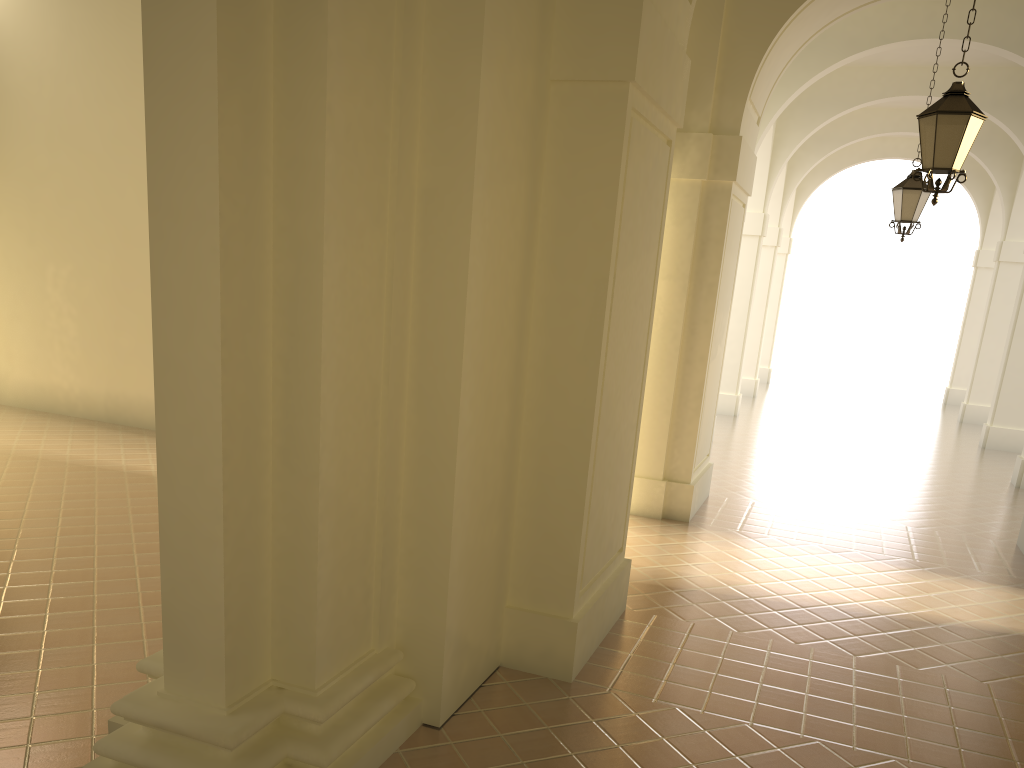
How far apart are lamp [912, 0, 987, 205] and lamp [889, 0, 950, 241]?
4.8m

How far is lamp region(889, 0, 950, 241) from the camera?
11.6m

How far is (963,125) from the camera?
6.87m

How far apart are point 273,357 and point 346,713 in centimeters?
178cm

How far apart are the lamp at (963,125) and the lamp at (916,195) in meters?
4.8

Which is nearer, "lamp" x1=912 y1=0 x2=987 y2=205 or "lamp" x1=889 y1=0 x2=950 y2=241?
"lamp" x1=912 y1=0 x2=987 y2=205

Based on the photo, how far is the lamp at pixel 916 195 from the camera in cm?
1158

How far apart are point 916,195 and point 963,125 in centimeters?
506cm
